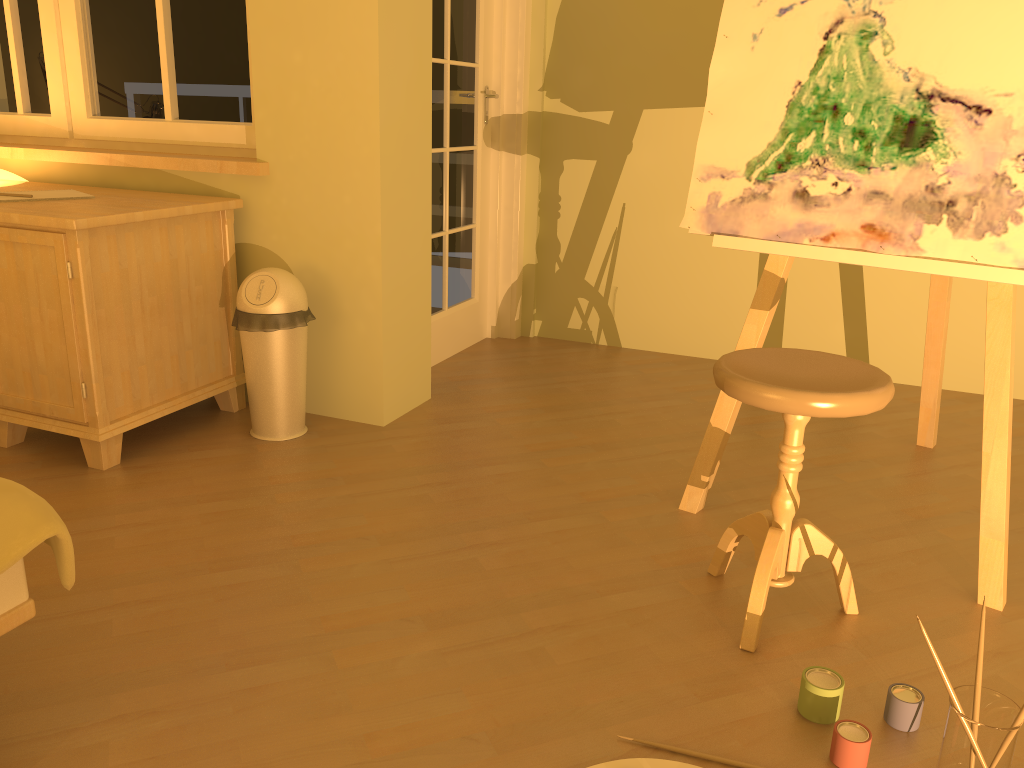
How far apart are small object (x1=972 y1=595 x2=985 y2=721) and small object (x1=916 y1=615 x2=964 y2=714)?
0.0m

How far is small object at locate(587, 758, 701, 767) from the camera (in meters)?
1.46

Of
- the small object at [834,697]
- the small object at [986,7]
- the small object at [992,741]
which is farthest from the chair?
the small object at [992,741]

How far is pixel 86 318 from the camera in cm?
242

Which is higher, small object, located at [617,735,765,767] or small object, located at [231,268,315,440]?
small object, located at [231,268,315,440]

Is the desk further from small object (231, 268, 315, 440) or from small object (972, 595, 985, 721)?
small object (972, 595, 985, 721)

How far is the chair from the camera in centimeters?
164cm

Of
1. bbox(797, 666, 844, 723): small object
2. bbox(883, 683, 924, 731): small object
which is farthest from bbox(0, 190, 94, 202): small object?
bbox(883, 683, 924, 731): small object

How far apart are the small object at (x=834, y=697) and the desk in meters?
1.9 m

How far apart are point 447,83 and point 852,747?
2.80m
